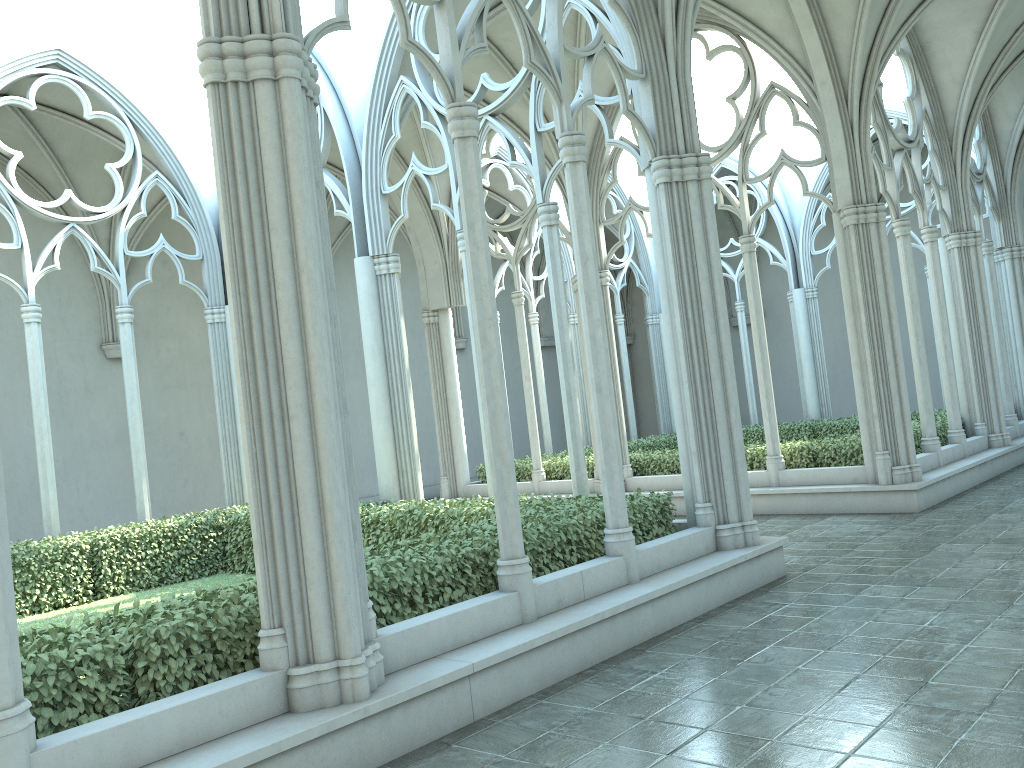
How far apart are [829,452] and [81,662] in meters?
10.7

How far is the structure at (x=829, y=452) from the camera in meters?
12.8 m

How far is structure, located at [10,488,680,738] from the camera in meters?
4.5

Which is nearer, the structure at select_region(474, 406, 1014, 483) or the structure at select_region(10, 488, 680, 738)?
the structure at select_region(10, 488, 680, 738)

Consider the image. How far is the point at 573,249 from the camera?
15.2m

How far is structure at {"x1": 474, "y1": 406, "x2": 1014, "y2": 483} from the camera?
12.8 meters

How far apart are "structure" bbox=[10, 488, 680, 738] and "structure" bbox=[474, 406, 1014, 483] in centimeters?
518cm

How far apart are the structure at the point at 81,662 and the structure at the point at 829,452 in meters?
5.2
